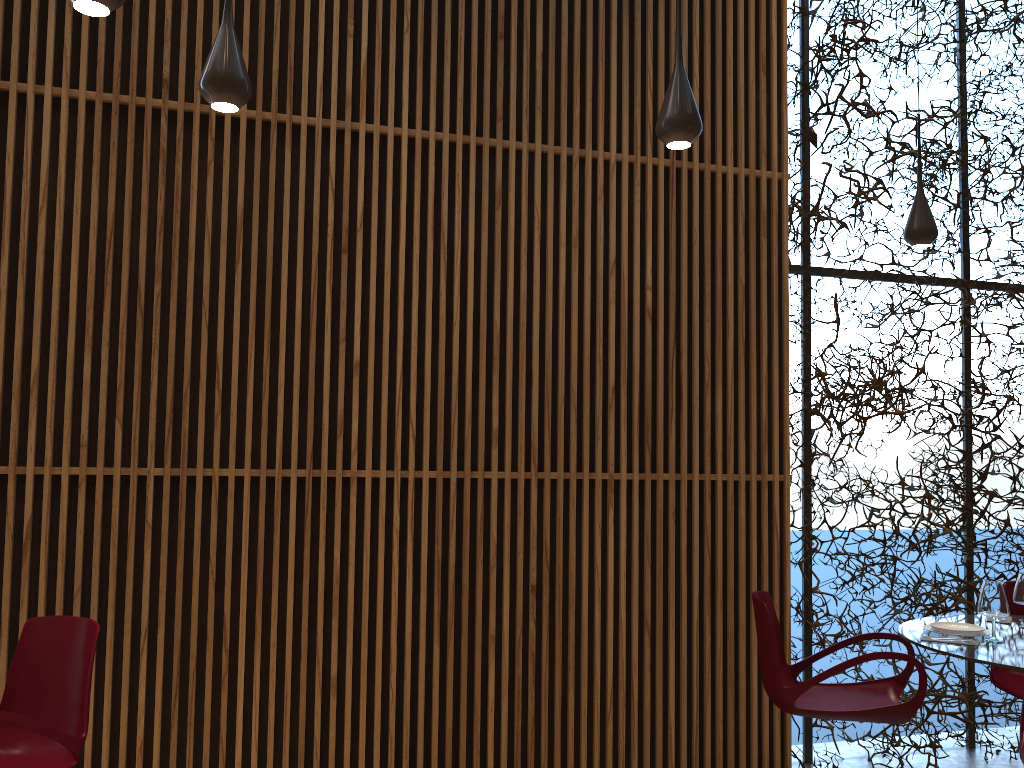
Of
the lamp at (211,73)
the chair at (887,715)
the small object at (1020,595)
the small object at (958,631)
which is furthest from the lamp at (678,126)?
the small object at (1020,595)

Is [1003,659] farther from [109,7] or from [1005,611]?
[109,7]

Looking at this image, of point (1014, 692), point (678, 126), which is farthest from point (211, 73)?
point (1014, 692)

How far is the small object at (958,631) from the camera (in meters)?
4.54

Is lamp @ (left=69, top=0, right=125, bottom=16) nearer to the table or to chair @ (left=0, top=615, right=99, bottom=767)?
chair @ (left=0, top=615, right=99, bottom=767)

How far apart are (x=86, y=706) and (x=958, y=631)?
4.2m

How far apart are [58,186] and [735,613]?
4.47m

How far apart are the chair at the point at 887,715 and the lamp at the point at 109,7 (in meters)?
4.03

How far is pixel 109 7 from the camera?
2.7m

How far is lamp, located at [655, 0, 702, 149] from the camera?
3.6 meters
